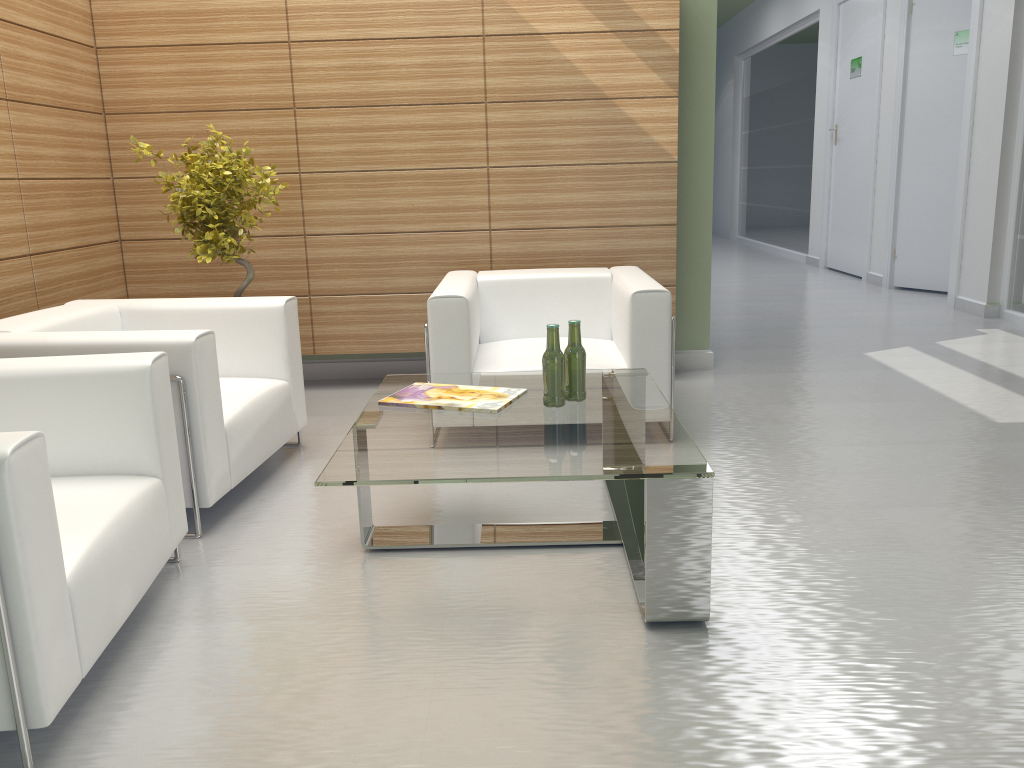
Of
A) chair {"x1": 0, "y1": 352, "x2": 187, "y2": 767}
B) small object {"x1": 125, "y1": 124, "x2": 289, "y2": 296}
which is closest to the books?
chair {"x1": 0, "y1": 352, "x2": 187, "y2": 767}

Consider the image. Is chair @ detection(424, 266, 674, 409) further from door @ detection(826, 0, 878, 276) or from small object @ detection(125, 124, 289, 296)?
door @ detection(826, 0, 878, 276)

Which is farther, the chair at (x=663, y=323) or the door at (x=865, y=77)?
the door at (x=865, y=77)

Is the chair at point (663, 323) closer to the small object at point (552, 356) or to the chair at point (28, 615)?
the small object at point (552, 356)

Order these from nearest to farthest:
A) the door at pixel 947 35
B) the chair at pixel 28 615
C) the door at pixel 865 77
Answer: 1. the chair at pixel 28 615
2. the door at pixel 947 35
3. the door at pixel 865 77

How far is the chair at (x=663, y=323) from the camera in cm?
659

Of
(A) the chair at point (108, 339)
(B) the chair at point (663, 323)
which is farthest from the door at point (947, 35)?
(A) the chair at point (108, 339)

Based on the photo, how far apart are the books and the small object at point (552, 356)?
0.2 meters

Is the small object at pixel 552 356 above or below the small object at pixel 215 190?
below

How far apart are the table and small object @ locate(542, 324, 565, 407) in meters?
0.1
